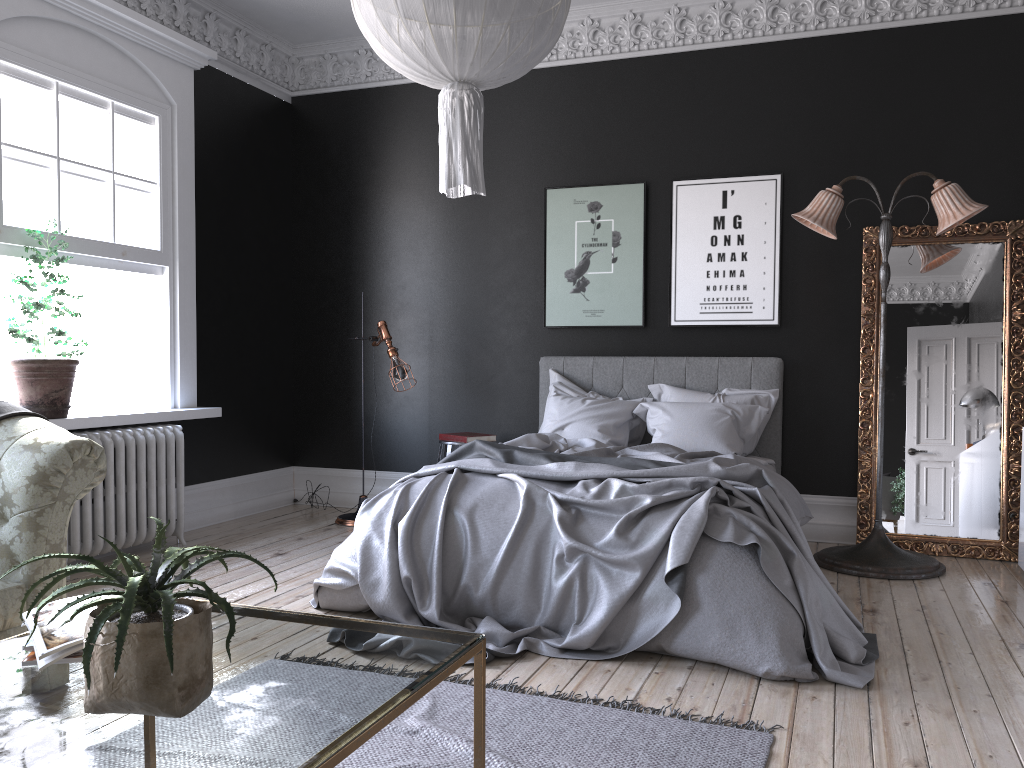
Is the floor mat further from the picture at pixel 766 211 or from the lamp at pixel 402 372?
the picture at pixel 766 211

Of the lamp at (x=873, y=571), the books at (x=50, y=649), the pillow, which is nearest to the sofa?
the books at (x=50, y=649)

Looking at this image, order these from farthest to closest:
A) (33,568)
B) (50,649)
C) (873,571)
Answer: (873,571) → (33,568) → (50,649)

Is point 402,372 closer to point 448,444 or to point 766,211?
point 448,444

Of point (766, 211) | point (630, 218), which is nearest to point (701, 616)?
point (766, 211)

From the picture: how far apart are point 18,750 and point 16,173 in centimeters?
441cm

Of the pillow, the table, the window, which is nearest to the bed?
the pillow

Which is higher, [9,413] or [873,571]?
[9,413]

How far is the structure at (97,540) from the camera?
5.26m

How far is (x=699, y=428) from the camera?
5.8 meters
